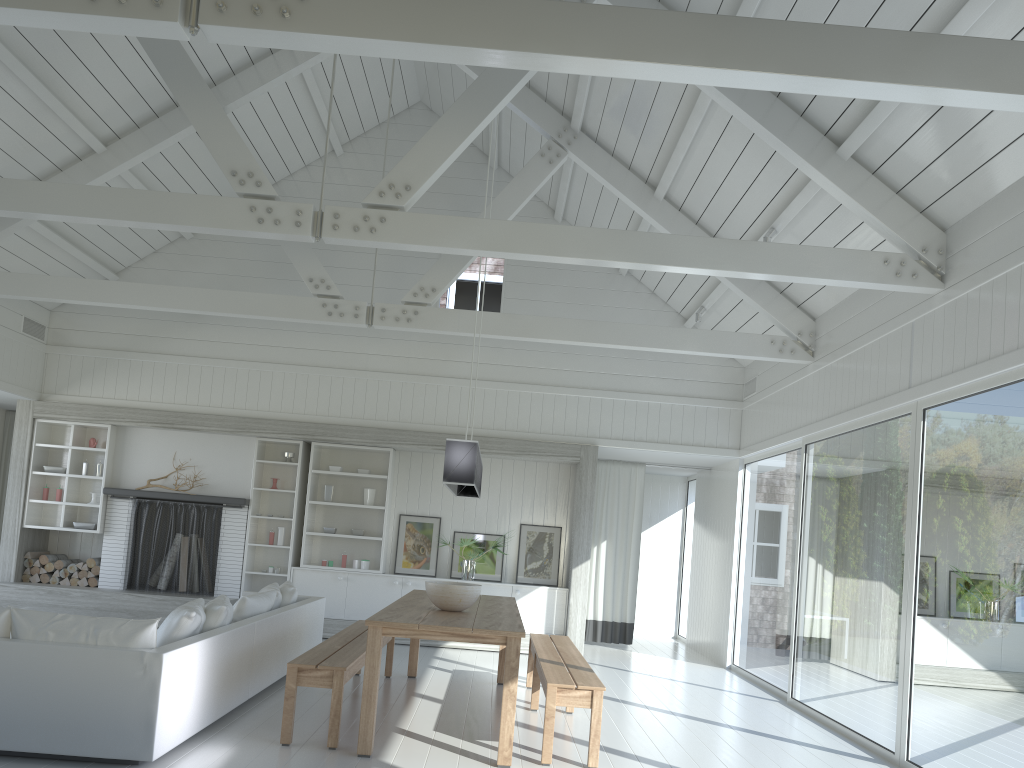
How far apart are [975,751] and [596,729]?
2.0m

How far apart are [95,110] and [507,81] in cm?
410

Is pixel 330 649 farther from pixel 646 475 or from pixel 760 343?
pixel 646 475

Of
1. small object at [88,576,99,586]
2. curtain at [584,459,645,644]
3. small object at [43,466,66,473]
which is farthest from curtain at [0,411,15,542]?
curtain at [584,459,645,644]

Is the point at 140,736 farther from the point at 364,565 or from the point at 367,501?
the point at 367,501

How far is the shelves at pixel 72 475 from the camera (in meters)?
9.95

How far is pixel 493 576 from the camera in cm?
1017

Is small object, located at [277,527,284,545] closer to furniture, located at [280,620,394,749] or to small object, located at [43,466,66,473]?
small object, located at [43,466,66,473]

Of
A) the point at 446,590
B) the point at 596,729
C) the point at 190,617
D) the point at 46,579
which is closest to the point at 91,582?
the point at 46,579

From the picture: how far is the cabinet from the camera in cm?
985
